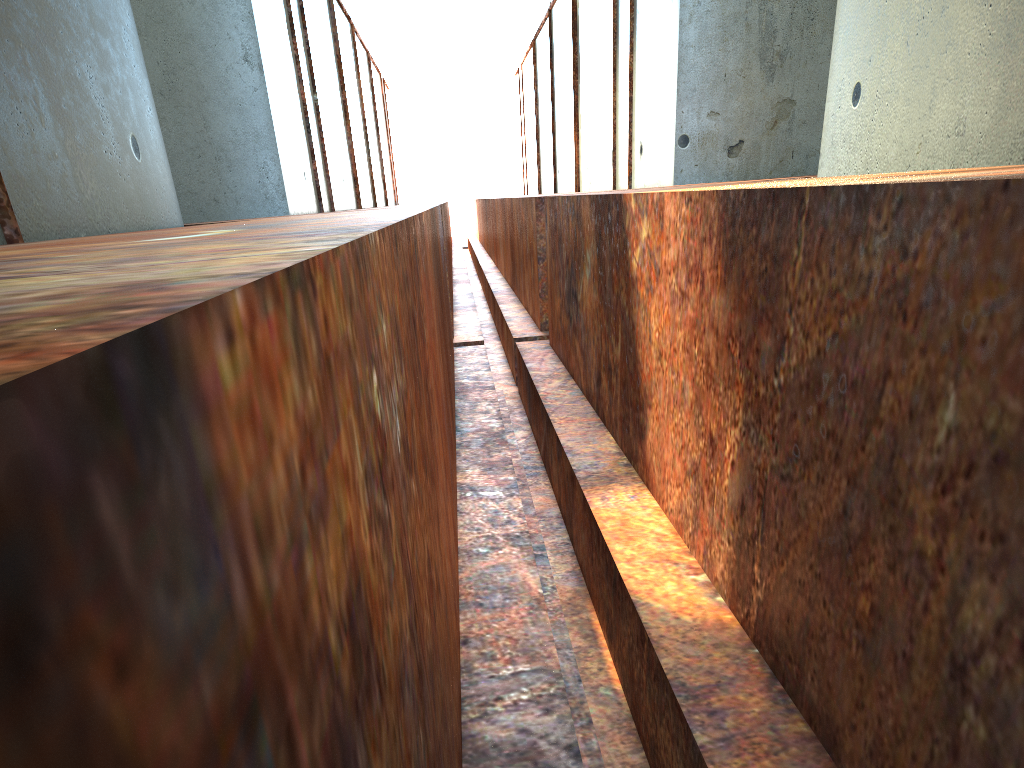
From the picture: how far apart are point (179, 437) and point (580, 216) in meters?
6.0 m
